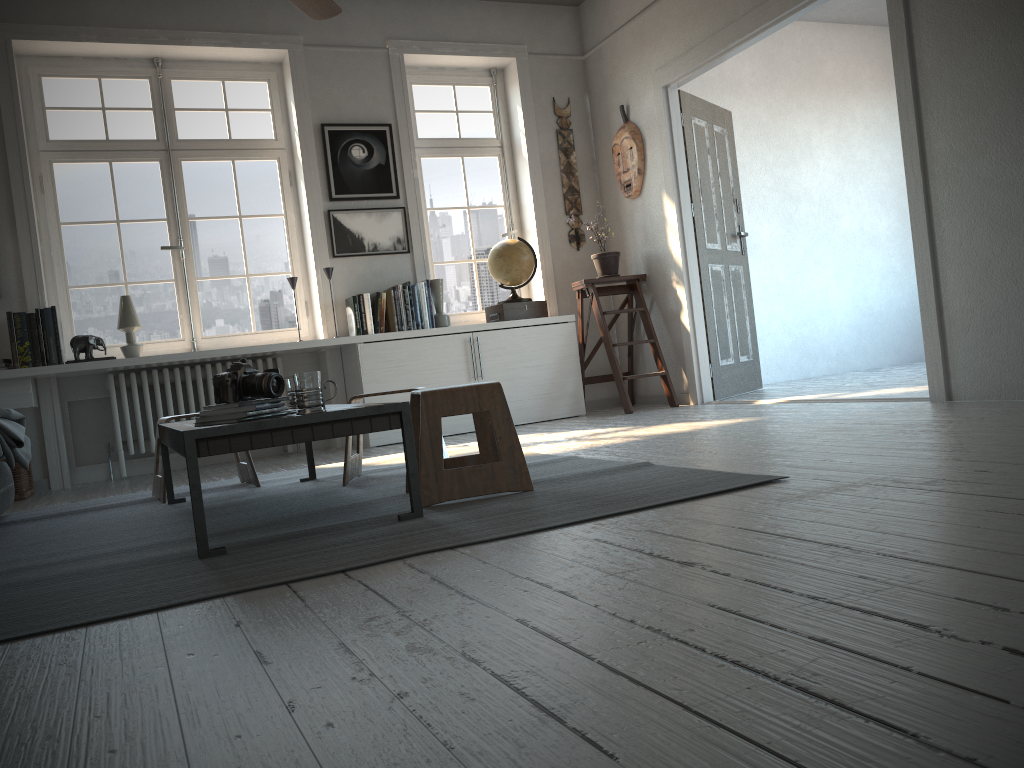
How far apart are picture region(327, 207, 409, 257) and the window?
0.3m

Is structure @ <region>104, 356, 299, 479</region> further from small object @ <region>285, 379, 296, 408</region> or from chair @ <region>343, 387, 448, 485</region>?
small object @ <region>285, 379, 296, 408</region>

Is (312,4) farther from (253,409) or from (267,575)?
(267,575)

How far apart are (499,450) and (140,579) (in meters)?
1.08

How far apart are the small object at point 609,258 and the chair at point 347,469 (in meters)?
2.74

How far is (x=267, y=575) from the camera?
1.90m

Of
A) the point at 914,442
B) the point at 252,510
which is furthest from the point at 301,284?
the point at 914,442

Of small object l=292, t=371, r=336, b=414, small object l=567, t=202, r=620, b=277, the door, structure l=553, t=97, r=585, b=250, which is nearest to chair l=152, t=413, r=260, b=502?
small object l=292, t=371, r=336, b=414

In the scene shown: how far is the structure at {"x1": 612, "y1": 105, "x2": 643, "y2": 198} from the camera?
5.9m

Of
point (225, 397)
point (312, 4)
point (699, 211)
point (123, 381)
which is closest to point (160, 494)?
point (225, 397)
